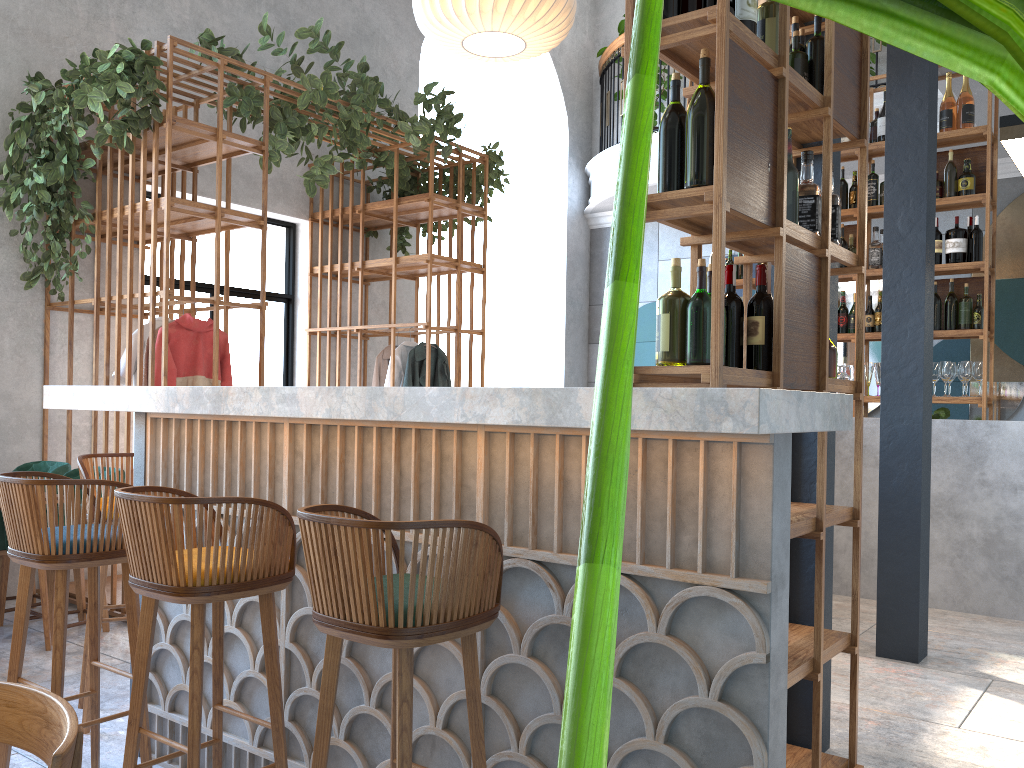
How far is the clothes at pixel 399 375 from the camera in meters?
6.7

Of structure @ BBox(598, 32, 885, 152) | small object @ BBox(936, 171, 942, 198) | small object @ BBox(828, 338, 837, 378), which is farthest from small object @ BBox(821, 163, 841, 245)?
structure @ BBox(598, 32, 885, 152)

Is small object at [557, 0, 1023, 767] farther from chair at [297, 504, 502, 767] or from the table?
the table

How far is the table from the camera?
4.3m

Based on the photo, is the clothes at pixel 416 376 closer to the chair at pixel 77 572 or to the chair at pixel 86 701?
the chair at pixel 77 572

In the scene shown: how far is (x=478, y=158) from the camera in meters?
6.9 m

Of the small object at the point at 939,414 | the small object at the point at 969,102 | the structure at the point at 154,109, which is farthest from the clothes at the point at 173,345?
the small object at the point at 969,102

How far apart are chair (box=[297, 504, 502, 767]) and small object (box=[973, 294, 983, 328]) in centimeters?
485cm

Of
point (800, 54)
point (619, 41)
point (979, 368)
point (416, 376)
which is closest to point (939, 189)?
point (979, 368)

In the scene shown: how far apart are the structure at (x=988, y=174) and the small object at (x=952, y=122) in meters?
0.1
